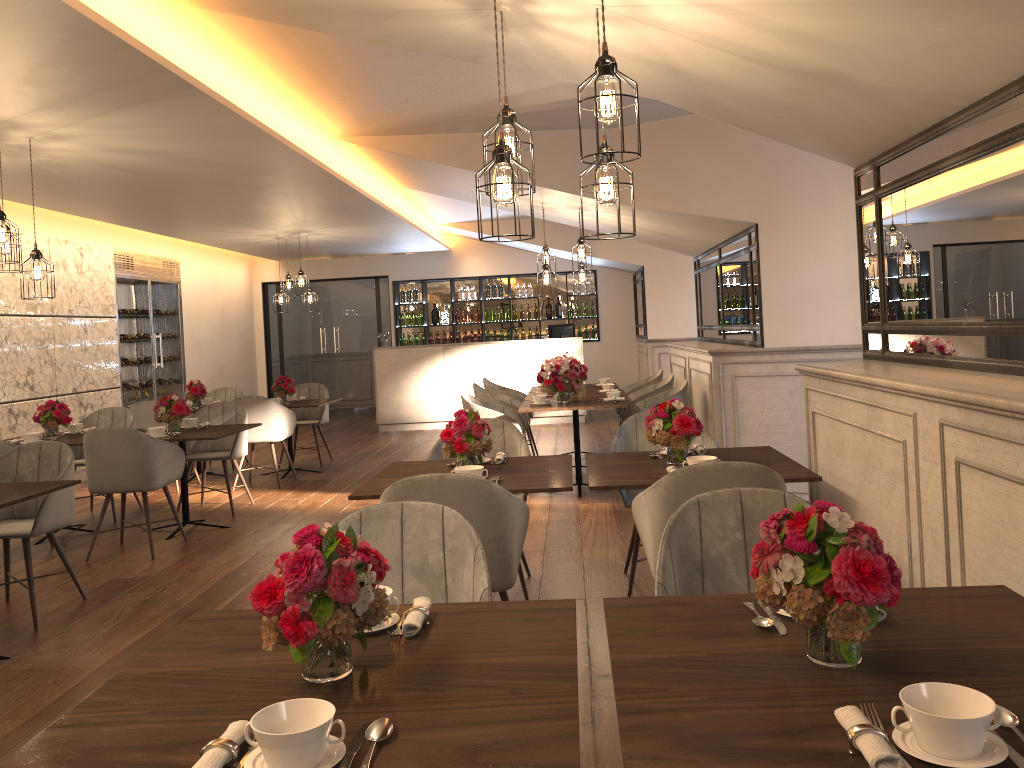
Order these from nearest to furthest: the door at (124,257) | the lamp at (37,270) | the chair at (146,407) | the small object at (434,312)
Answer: the lamp at (37,270) → the chair at (146,407) → the door at (124,257) → the small object at (434,312)

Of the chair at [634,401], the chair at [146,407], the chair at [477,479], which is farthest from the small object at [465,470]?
the chair at [146,407]

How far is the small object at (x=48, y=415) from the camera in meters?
6.5

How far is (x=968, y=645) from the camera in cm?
166

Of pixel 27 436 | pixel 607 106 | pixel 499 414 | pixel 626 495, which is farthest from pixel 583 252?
pixel 607 106

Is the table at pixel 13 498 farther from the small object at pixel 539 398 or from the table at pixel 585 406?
the small object at pixel 539 398

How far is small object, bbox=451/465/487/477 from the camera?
3.6m

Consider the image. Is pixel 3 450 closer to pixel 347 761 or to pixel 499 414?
pixel 499 414

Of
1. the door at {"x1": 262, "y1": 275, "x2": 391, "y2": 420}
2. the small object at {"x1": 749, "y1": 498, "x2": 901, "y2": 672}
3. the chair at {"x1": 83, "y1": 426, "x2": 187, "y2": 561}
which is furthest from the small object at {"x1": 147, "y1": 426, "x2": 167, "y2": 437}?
the door at {"x1": 262, "y1": 275, "x2": 391, "y2": 420}

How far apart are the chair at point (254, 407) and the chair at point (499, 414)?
1.9m
